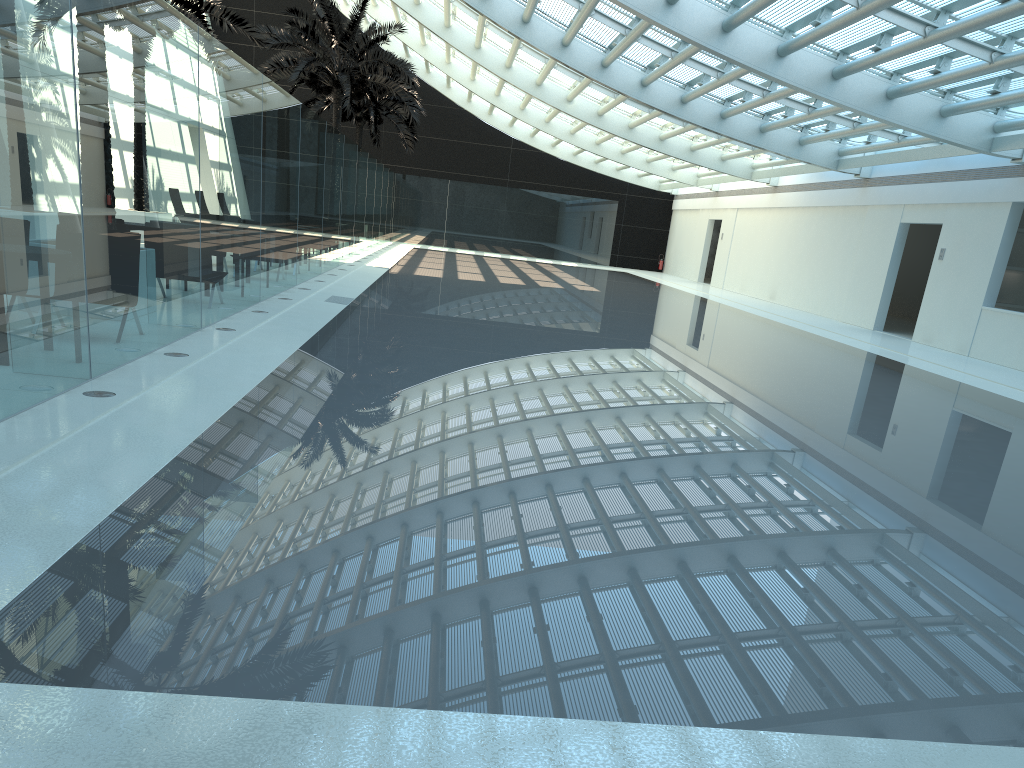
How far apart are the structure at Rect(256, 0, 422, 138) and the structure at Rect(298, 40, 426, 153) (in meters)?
3.79

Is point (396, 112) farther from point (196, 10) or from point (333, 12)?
point (196, 10)

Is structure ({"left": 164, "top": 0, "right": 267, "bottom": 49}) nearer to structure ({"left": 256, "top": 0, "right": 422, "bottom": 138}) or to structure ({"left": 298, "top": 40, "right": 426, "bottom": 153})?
structure ({"left": 256, "top": 0, "right": 422, "bottom": 138})

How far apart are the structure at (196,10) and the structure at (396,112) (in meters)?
11.81

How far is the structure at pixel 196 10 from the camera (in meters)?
18.85

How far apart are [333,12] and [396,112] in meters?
8.3

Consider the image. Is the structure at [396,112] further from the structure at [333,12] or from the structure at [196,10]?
the structure at [196,10]

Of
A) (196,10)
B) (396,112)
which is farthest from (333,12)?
(396,112)

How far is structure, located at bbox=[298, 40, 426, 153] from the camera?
33.5 meters

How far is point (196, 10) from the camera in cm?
1885
